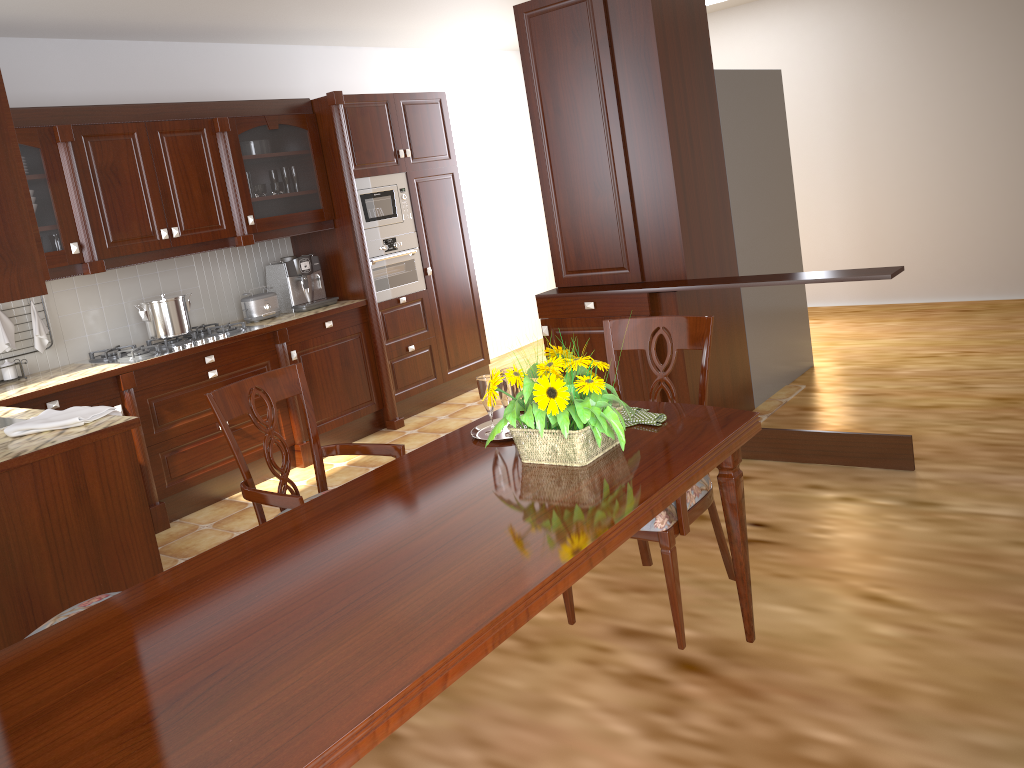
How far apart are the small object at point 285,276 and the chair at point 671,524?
2.98m

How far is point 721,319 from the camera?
4.34m

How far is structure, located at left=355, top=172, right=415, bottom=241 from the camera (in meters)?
5.32

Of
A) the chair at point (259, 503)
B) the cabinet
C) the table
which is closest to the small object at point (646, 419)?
the table

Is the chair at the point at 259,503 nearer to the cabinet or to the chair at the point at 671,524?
the chair at the point at 671,524

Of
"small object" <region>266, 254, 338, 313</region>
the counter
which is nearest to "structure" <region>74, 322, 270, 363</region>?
the counter

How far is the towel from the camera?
2.9m

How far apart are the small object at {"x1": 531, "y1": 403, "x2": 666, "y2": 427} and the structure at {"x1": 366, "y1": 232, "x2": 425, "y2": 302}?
3.4 meters

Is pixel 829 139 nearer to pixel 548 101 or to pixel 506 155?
pixel 506 155

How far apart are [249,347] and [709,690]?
3.17m
